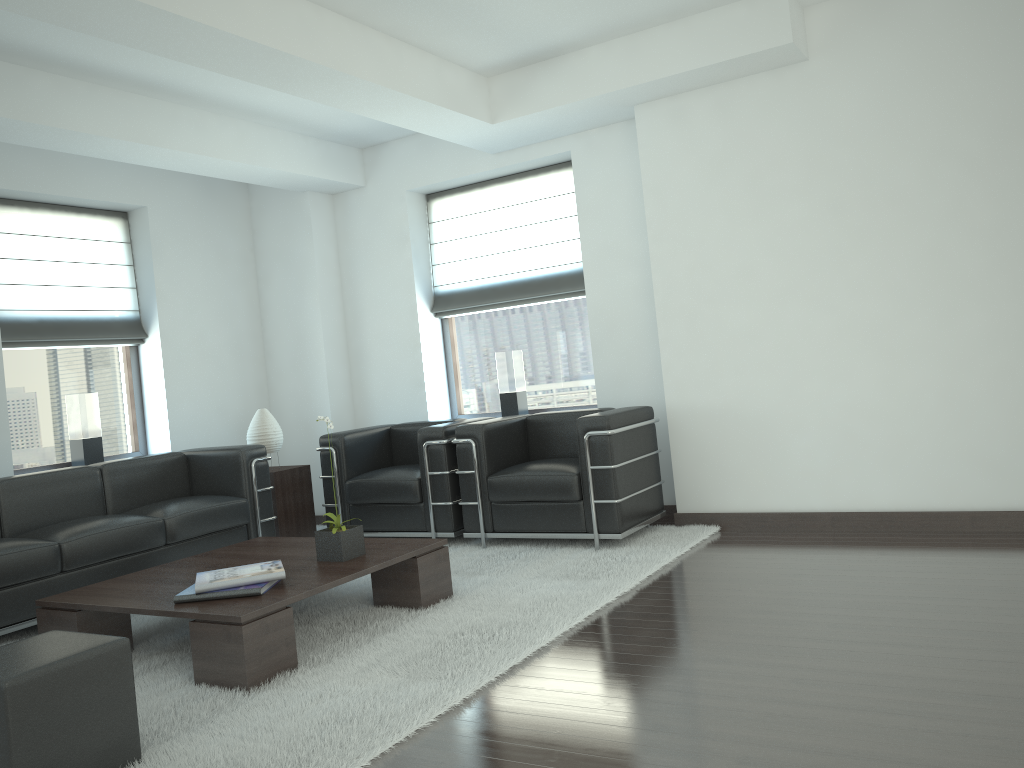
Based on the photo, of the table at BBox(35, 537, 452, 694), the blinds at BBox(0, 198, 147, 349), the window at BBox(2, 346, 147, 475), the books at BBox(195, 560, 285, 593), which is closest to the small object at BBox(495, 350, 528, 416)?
the table at BBox(35, 537, 452, 694)

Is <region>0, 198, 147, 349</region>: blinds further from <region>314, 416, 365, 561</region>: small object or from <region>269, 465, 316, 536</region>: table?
<region>314, 416, 365, 561</region>: small object

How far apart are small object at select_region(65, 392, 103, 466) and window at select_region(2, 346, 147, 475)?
0.11m

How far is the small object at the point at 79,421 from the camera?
8.82m

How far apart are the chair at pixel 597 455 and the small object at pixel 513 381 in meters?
1.0

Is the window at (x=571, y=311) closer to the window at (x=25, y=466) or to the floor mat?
the floor mat

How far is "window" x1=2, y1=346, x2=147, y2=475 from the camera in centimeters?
864cm

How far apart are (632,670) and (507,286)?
5.8 meters

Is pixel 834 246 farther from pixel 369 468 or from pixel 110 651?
pixel 110 651

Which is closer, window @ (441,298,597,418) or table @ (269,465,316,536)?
table @ (269,465,316,536)
